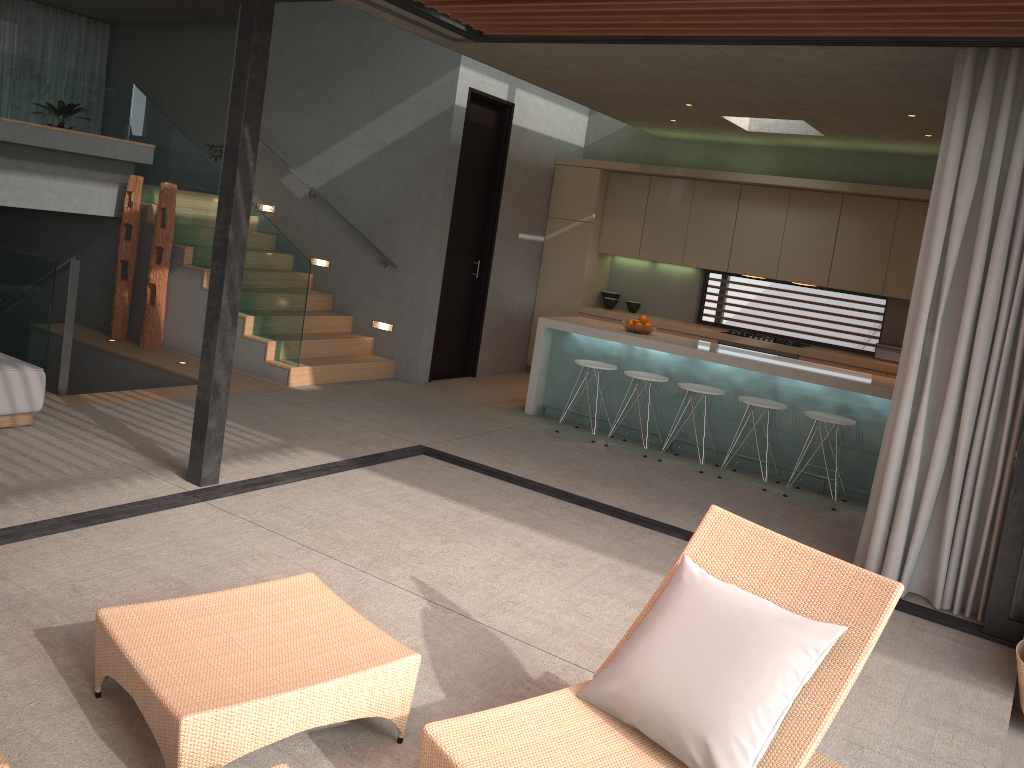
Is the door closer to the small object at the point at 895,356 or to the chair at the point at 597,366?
the chair at the point at 597,366

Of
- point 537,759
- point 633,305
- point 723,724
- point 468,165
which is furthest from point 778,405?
point 537,759

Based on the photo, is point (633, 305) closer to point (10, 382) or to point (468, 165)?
point (468, 165)

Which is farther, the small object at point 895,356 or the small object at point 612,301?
the small object at point 612,301

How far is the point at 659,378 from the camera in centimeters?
731cm

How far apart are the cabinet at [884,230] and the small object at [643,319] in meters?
1.7

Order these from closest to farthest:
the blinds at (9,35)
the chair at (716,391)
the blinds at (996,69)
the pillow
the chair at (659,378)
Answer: the pillow
the blinds at (996,69)
the chair at (716,391)
the chair at (659,378)
the blinds at (9,35)

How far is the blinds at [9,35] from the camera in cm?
1435

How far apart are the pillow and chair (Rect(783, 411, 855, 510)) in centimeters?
385cm

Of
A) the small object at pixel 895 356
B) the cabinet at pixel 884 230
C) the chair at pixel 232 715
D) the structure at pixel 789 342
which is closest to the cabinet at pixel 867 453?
the cabinet at pixel 884 230
